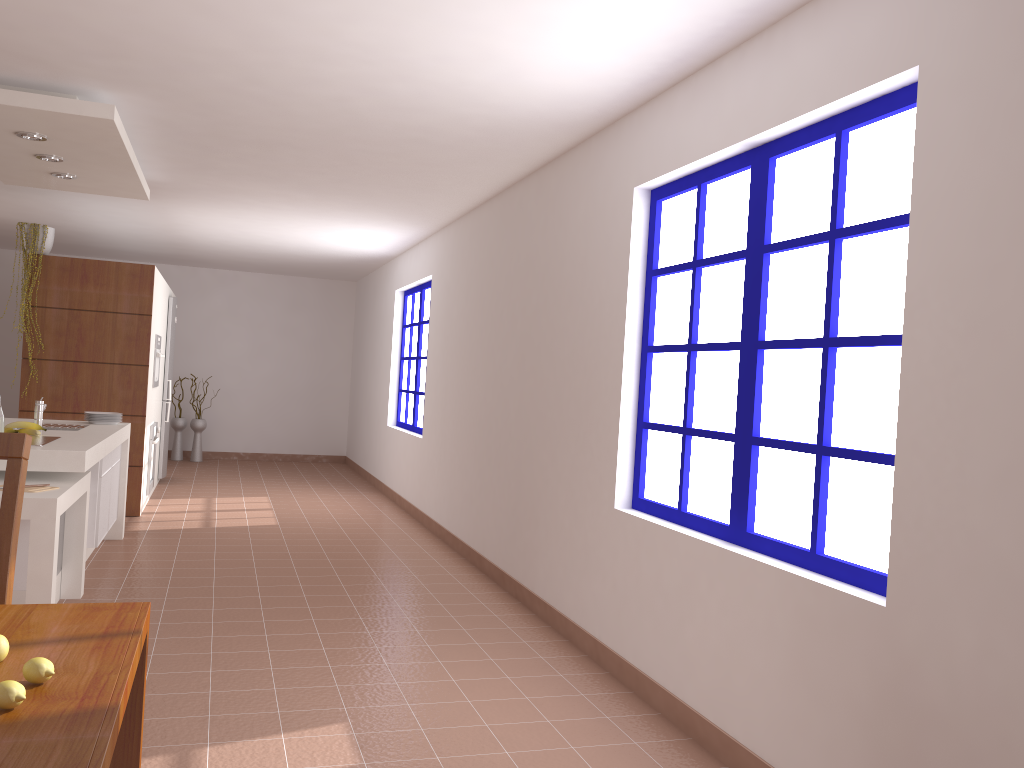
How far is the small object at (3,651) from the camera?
1.4m

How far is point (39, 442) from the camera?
4.38m

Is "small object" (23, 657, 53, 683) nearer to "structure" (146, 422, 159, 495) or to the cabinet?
the cabinet

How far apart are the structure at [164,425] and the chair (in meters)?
7.35

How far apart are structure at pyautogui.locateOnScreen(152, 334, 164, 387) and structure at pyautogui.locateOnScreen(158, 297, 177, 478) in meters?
1.2 m

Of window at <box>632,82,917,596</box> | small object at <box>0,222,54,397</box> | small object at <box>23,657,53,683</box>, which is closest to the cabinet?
small object at <box>0,222,54,397</box>

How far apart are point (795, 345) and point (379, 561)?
3.7m

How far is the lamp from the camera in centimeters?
452cm

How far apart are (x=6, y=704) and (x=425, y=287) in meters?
7.3

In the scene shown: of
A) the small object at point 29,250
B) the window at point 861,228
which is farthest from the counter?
the window at point 861,228
